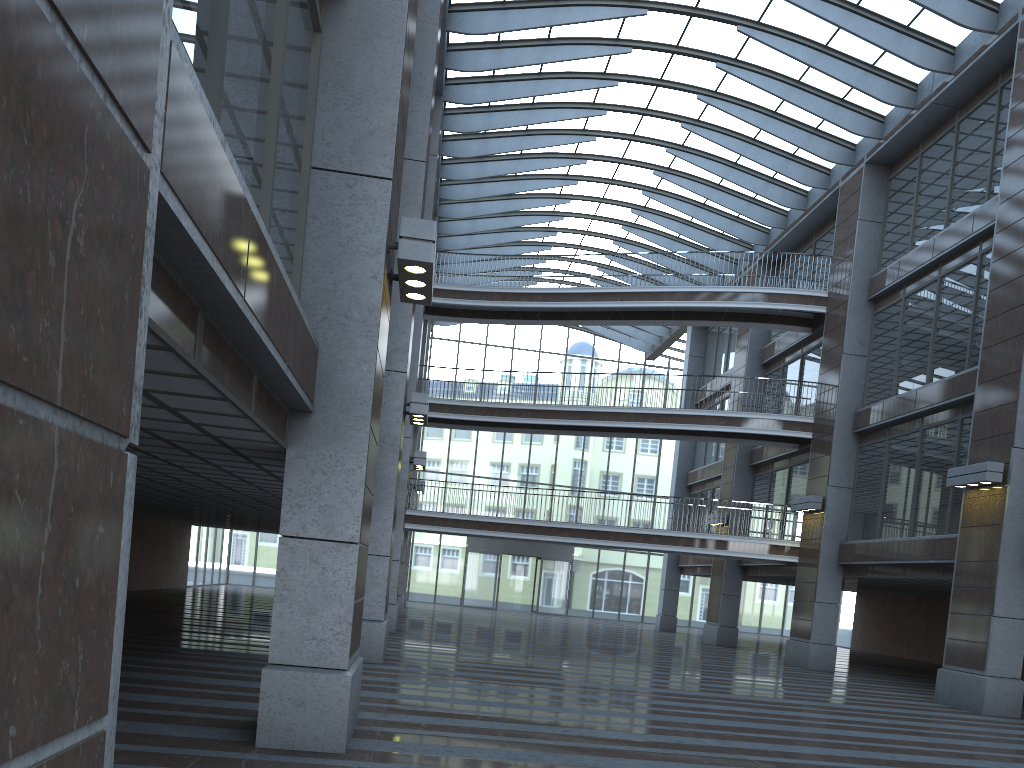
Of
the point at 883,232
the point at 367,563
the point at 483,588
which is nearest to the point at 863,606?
the point at 483,588

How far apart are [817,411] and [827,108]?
8.4 meters
